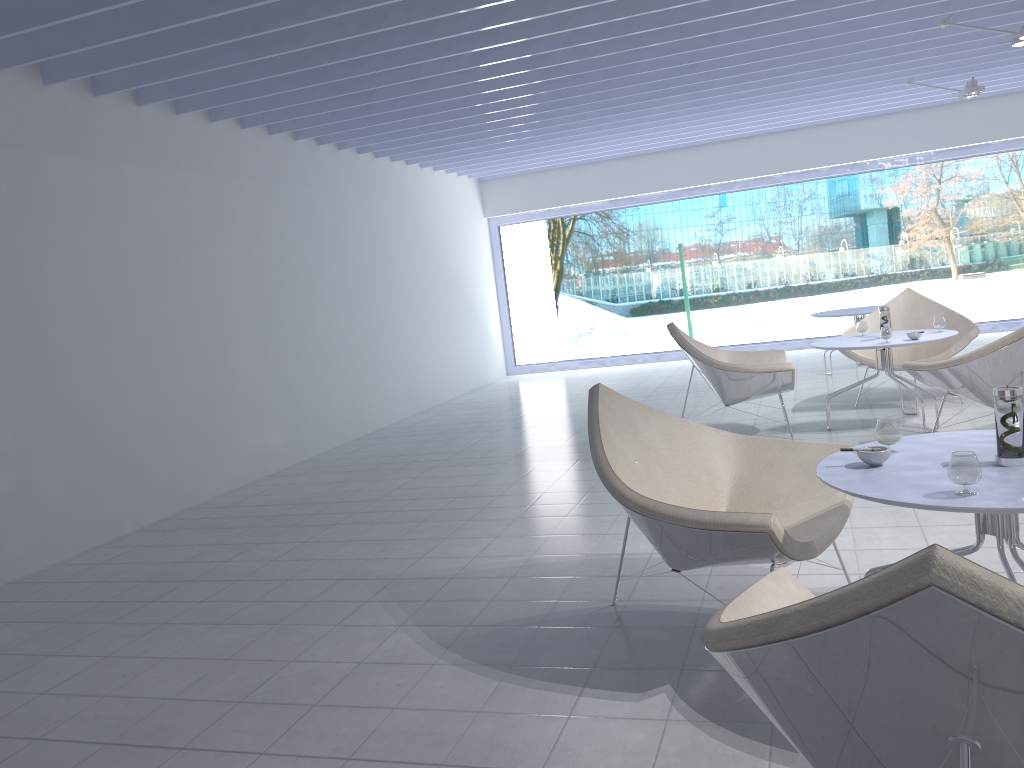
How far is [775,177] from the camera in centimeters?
1003cm

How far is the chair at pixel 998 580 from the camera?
0.98m

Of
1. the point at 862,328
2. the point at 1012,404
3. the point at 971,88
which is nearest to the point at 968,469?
the point at 1012,404

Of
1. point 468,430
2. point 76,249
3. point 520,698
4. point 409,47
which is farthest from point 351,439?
point 520,698

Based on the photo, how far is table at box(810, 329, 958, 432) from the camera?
5.02m

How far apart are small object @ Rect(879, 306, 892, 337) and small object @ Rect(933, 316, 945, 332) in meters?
0.3

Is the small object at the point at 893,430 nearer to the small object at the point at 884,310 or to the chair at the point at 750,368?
the chair at the point at 750,368

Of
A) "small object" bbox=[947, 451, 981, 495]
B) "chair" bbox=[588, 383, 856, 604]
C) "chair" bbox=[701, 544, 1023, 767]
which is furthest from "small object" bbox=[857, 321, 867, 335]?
"chair" bbox=[701, 544, 1023, 767]

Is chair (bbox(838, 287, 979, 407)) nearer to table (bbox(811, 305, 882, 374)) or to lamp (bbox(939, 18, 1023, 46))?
table (bbox(811, 305, 882, 374))

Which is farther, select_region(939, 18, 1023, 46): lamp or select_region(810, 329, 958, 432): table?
select_region(939, 18, 1023, 46): lamp
